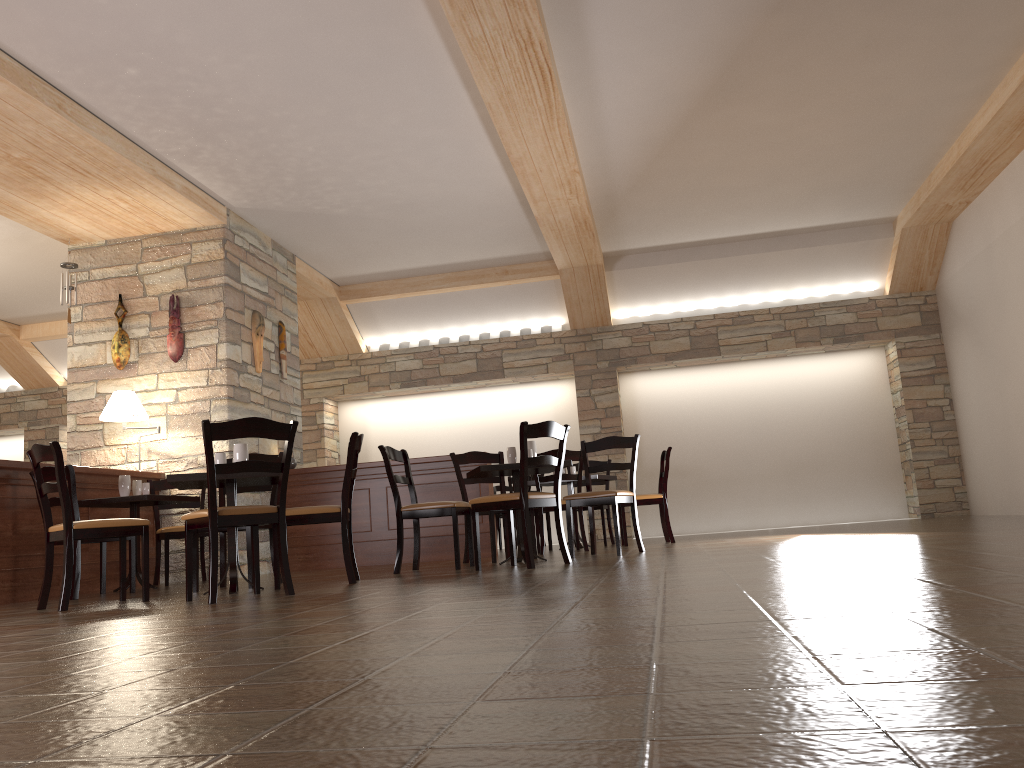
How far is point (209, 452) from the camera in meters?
4.1

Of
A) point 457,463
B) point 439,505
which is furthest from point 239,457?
point 457,463

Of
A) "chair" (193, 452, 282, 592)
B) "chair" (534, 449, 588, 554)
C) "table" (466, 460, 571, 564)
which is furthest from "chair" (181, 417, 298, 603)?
"chair" (534, 449, 588, 554)

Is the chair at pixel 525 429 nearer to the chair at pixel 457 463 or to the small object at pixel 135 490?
the chair at pixel 457 463

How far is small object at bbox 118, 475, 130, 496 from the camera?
6.4 meters

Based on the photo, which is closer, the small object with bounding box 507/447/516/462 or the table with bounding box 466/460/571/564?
the table with bounding box 466/460/571/564

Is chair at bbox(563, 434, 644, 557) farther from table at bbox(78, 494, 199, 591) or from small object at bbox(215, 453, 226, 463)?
table at bbox(78, 494, 199, 591)

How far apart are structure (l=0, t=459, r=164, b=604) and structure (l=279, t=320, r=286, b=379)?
1.7 meters

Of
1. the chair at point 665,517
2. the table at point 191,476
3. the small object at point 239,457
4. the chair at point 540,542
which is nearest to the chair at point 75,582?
the table at point 191,476

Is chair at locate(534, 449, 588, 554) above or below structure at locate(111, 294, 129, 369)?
below
